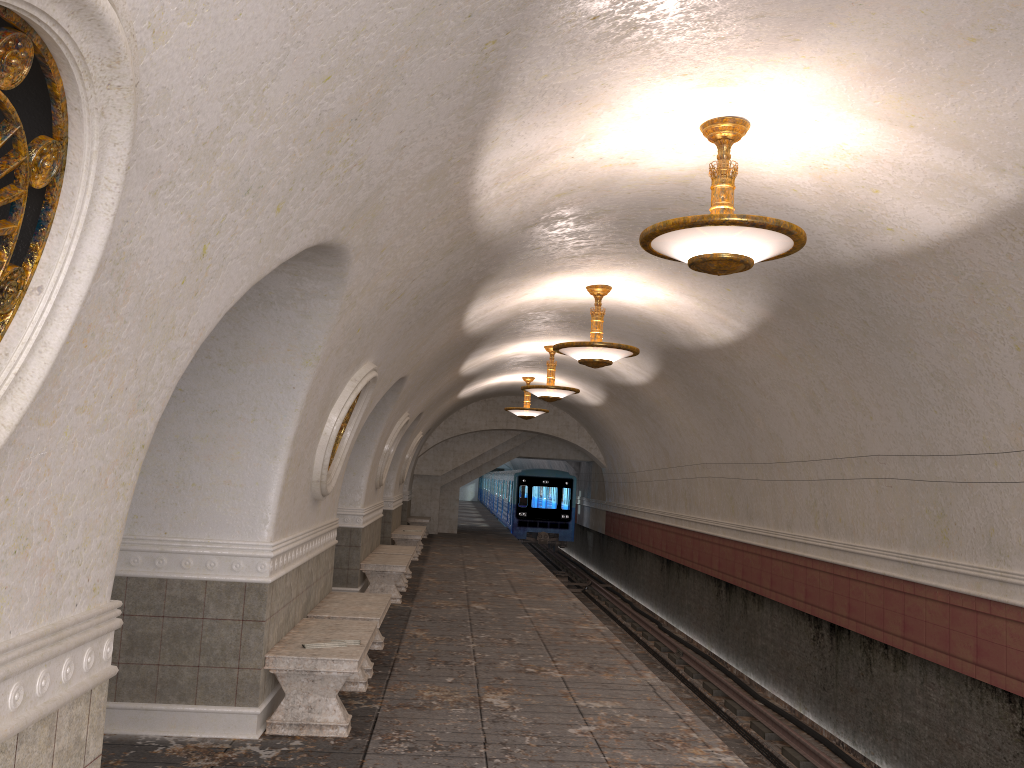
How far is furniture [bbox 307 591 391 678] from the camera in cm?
749

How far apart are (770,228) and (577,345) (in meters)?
4.87

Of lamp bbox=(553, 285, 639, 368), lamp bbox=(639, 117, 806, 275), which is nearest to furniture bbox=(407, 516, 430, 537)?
lamp bbox=(553, 285, 639, 368)

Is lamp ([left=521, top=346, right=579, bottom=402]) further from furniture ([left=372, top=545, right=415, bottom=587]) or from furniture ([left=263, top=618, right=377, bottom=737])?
furniture ([left=263, top=618, right=377, bottom=737])

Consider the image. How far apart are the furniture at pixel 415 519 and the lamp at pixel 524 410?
5.8m

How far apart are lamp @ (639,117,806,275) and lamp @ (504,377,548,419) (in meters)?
13.65

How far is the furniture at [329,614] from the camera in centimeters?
749cm

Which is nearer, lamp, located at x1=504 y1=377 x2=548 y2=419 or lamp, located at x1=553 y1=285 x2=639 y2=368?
lamp, located at x1=553 y1=285 x2=639 y2=368

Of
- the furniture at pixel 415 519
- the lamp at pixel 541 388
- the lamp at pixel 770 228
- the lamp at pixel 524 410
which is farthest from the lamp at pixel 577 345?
the furniture at pixel 415 519

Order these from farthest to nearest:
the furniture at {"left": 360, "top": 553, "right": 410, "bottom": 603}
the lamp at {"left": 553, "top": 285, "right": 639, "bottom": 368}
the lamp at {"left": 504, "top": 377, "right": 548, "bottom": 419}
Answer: the lamp at {"left": 504, "top": 377, "right": 548, "bottom": 419}
the furniture at {"left": 360, "top": 553, "right": 410, "bottom": 603}
the lamp at {"left": 553, "top": 285, "right": 639, "bottom": 368}
